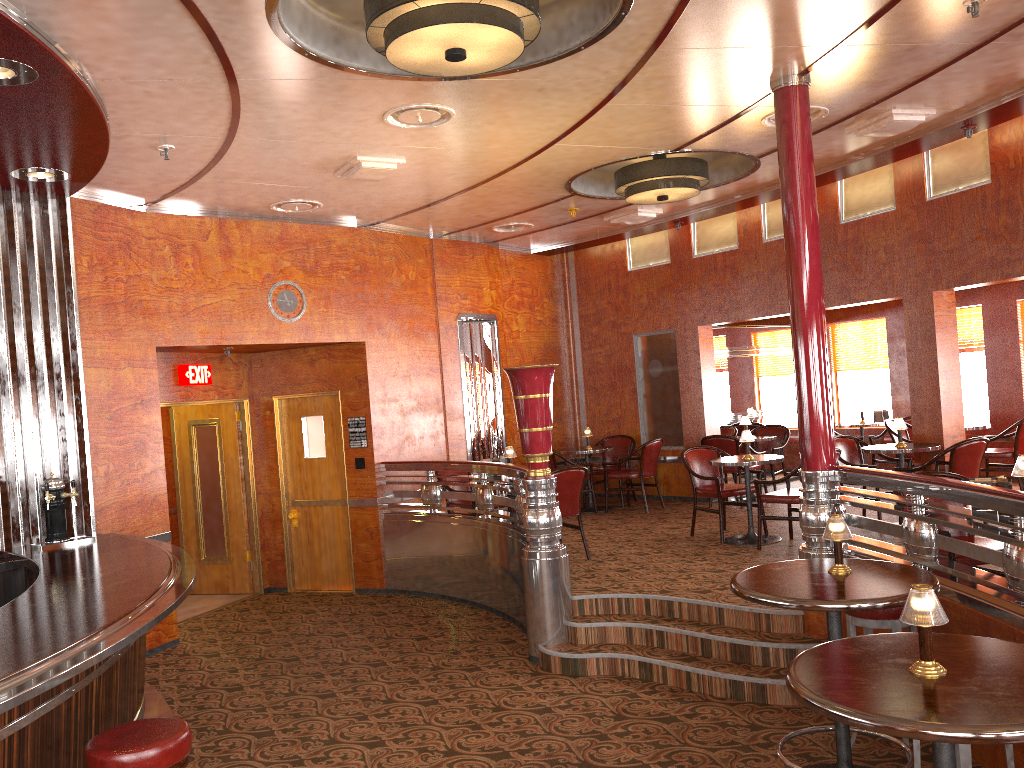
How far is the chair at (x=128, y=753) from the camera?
3.0 meters

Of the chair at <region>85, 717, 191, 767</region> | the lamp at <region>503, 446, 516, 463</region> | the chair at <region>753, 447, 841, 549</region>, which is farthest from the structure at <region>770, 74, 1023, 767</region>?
the chair at <region>85, 717, 191, 767</region>

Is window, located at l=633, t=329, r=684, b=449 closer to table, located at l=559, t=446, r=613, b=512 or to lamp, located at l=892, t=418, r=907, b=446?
table, located at l=559, t=446, r=613, b=512

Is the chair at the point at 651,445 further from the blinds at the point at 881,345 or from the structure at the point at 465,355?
the blinds at the point at 881,345

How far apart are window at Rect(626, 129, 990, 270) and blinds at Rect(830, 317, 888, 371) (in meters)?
2.87

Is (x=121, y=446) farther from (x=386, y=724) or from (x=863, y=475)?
(x=863, y=475)

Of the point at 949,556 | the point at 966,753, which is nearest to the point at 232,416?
the point at 949,556

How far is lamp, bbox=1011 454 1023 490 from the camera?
4.2 meters

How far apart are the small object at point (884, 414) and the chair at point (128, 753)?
9.74m

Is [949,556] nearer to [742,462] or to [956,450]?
[956,450]
